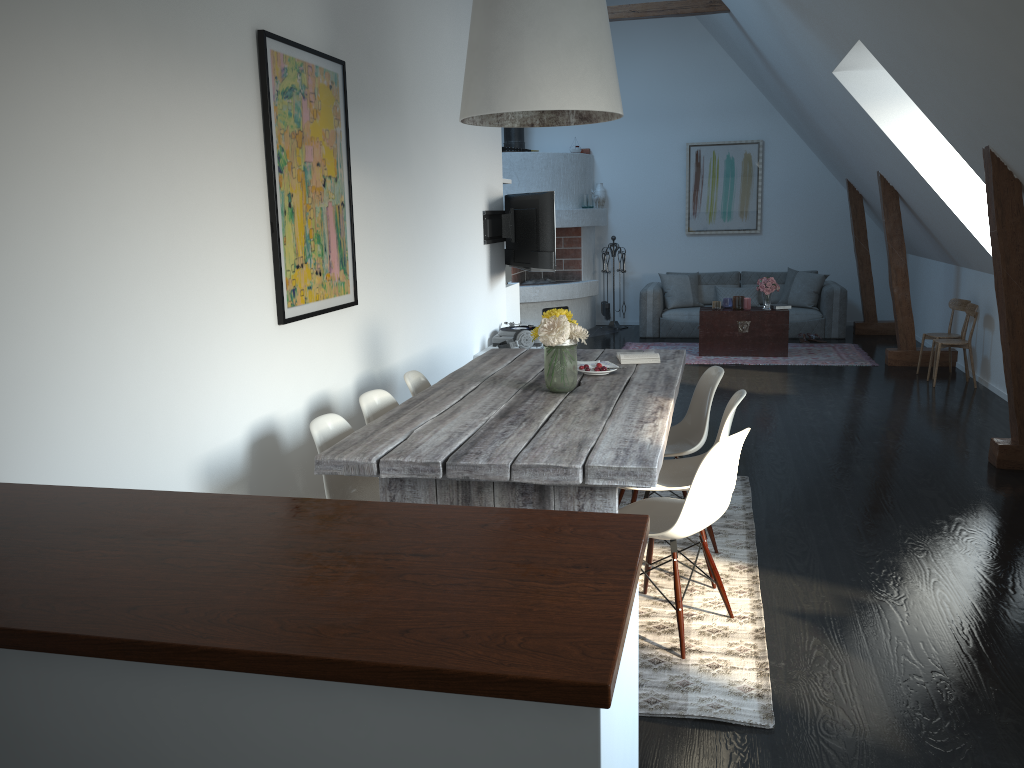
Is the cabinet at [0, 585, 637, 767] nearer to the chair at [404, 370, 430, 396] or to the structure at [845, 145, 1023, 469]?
the chair at [404, 370, 430, 396]

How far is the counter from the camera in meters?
1.3 m

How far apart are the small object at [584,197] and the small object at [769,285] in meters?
2.9 m

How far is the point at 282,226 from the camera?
3.7 meters

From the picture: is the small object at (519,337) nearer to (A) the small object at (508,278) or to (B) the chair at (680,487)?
(A) the small object at (508,278)

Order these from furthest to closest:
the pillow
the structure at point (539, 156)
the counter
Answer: the structure at point (539, 156) → the pillow → the counter

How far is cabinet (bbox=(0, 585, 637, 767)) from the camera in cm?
133

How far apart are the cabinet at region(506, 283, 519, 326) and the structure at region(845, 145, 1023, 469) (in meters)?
3.59

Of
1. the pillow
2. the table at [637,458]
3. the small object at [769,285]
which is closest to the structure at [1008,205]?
the pillow

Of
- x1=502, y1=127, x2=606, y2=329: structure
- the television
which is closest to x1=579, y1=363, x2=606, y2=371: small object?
the television
